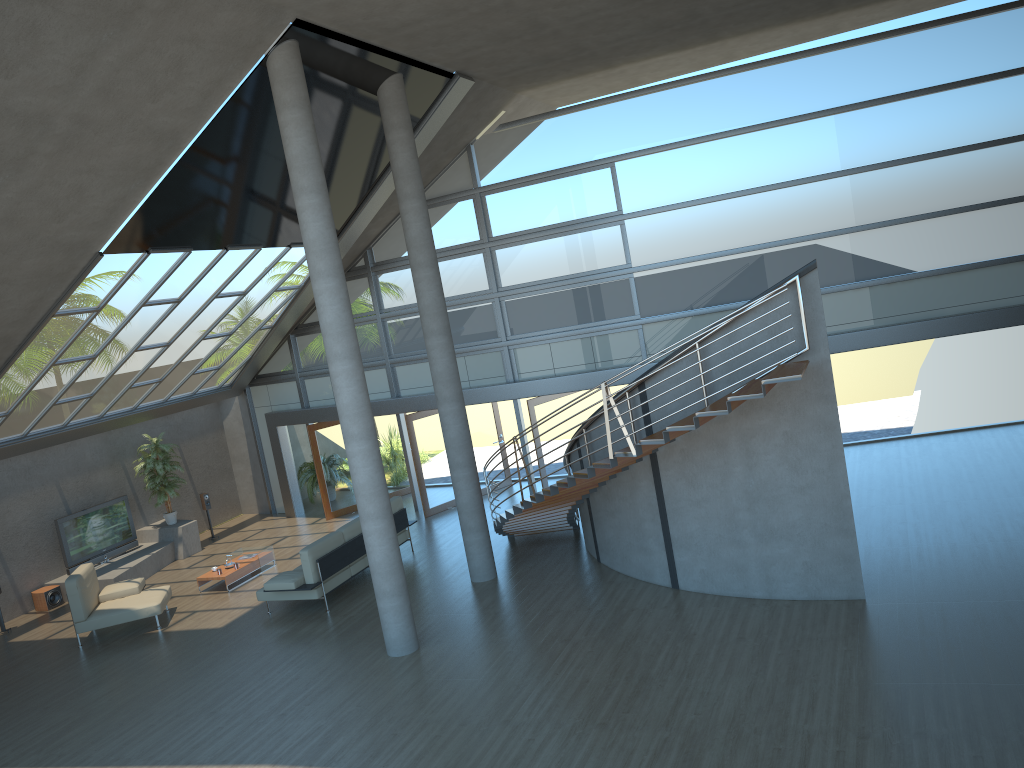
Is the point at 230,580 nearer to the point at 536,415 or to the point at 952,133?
the point at 536,415

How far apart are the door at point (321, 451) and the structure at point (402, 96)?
6.45m

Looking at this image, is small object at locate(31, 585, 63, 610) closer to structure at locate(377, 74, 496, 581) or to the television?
the television

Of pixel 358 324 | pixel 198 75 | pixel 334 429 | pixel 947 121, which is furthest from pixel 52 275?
pixel 947 121

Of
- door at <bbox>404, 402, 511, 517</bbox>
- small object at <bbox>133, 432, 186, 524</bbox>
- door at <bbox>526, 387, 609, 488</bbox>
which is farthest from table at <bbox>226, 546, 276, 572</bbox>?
door at <bbox>526, 387, 609, 488</bbox>

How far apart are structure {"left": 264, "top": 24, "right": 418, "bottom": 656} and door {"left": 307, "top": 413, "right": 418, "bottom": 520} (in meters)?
8.08

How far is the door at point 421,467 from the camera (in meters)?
16.64

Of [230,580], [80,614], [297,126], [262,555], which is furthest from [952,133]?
[80,614]

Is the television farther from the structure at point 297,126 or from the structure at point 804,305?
the structure at point 297,126

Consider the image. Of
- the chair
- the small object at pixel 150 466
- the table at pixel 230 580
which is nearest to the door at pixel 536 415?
the table at pixel 230 580
